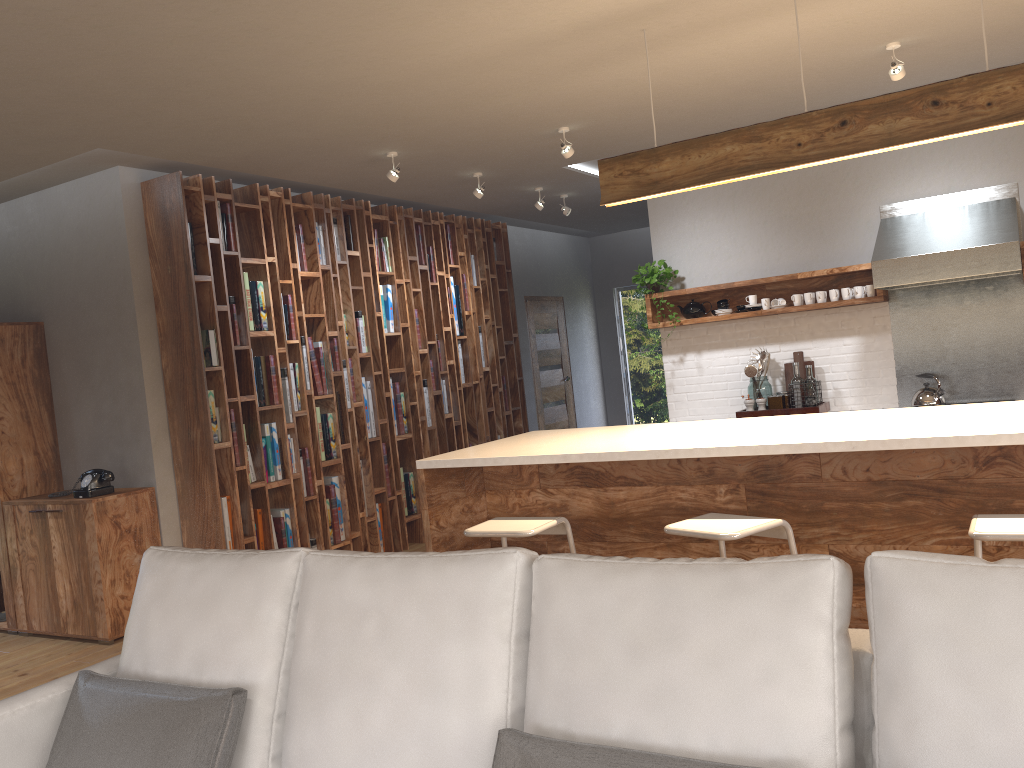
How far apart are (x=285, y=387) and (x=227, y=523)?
1.0 meters

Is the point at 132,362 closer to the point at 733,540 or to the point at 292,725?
the point at 733,540

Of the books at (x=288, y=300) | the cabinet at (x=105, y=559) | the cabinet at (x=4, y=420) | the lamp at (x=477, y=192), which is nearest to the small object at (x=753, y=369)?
the lamp at (x=477, y=192)

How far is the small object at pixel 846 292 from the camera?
5.81m

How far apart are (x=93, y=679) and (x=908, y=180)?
5.46m

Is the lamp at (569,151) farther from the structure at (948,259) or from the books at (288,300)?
the books at (288,300)

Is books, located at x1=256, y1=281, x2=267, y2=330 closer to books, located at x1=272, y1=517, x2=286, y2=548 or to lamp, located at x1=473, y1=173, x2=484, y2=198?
books, located at x1=272, y1=517, x2=286, y2=548

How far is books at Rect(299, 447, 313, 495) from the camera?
6.0 meters

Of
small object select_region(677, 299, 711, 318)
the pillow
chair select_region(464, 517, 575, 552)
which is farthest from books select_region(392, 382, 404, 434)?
the pillow

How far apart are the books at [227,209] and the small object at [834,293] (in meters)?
3.91
